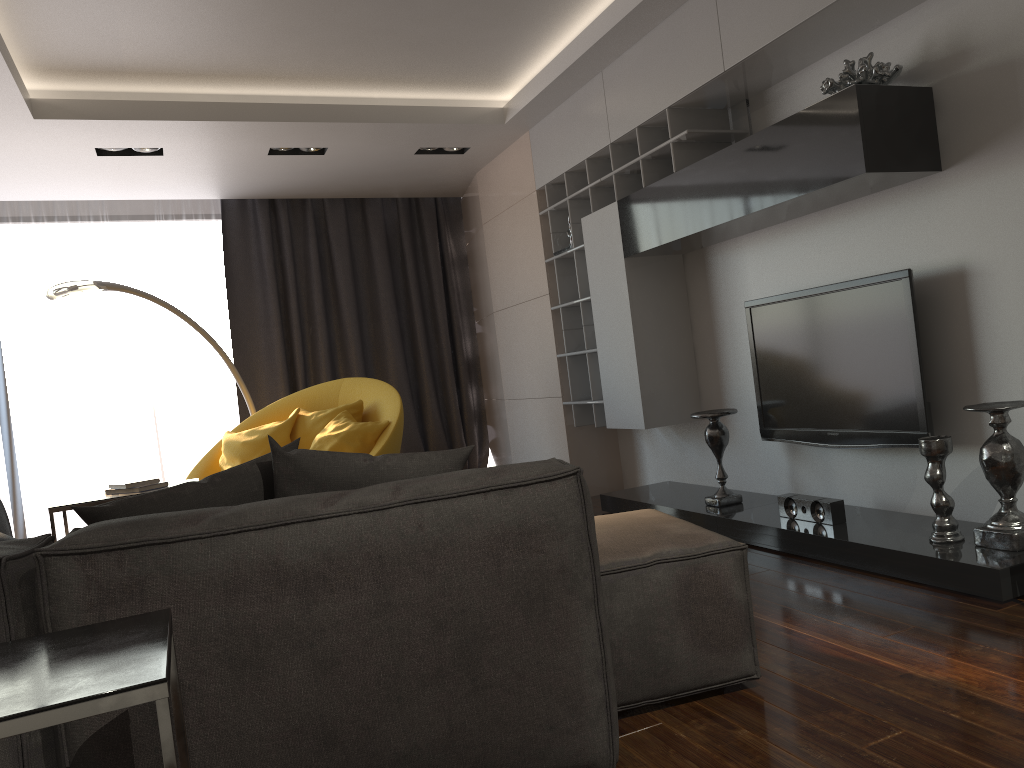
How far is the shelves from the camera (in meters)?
4.27

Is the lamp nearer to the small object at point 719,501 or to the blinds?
the blinds

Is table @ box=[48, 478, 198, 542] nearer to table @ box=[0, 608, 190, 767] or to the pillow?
the pillow

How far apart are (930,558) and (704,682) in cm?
110

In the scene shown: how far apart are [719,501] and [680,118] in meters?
1.9

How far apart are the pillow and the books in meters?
2.4 m

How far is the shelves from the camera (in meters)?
4.27

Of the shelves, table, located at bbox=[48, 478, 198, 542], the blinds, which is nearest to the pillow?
table, located at bbox=[48, 478, 198, 542]

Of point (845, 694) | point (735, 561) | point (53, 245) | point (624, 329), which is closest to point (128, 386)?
point (53, 245)

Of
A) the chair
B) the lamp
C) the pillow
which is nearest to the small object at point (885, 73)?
the pillow
